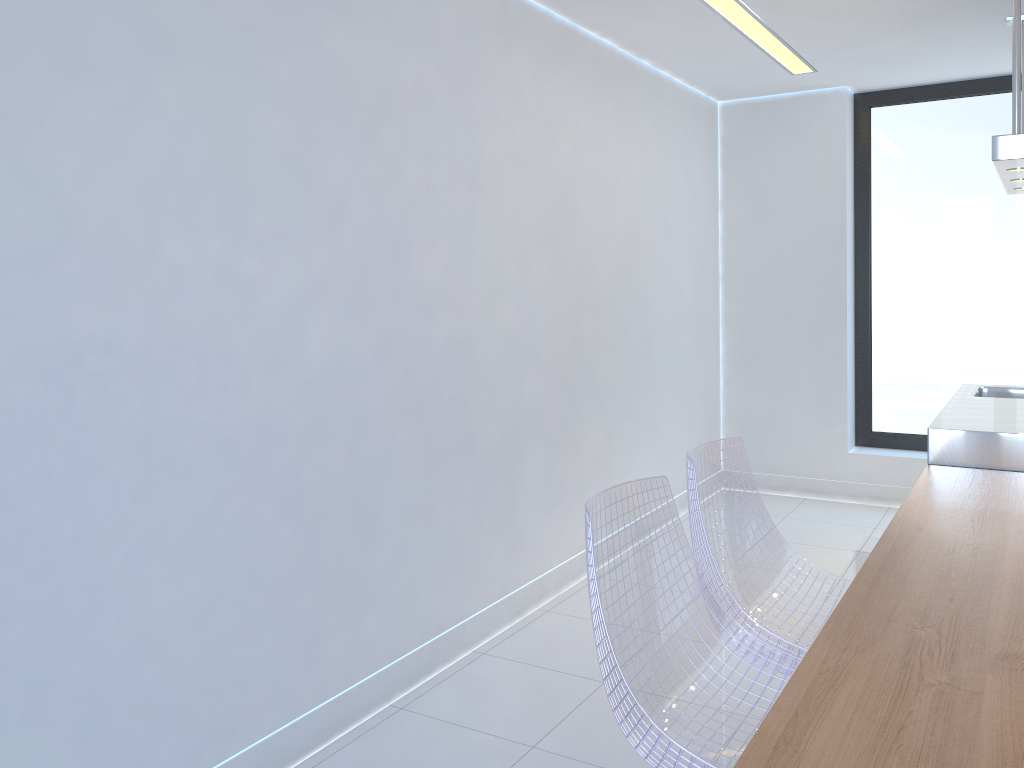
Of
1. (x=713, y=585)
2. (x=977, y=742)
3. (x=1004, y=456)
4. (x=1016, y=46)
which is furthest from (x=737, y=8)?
(x=977, y=742)

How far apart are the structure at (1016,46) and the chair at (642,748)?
1.7 meters

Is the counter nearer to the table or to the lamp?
the table

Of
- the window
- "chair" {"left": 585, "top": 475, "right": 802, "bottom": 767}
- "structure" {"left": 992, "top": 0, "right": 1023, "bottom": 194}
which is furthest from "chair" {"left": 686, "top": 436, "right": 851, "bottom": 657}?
the window

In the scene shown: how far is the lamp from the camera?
3.67m

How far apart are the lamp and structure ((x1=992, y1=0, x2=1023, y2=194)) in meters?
0.9

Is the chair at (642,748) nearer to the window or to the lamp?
the lamp

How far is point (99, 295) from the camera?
2.0m

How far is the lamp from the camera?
3.67m

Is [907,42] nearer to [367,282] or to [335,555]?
[367,282]
